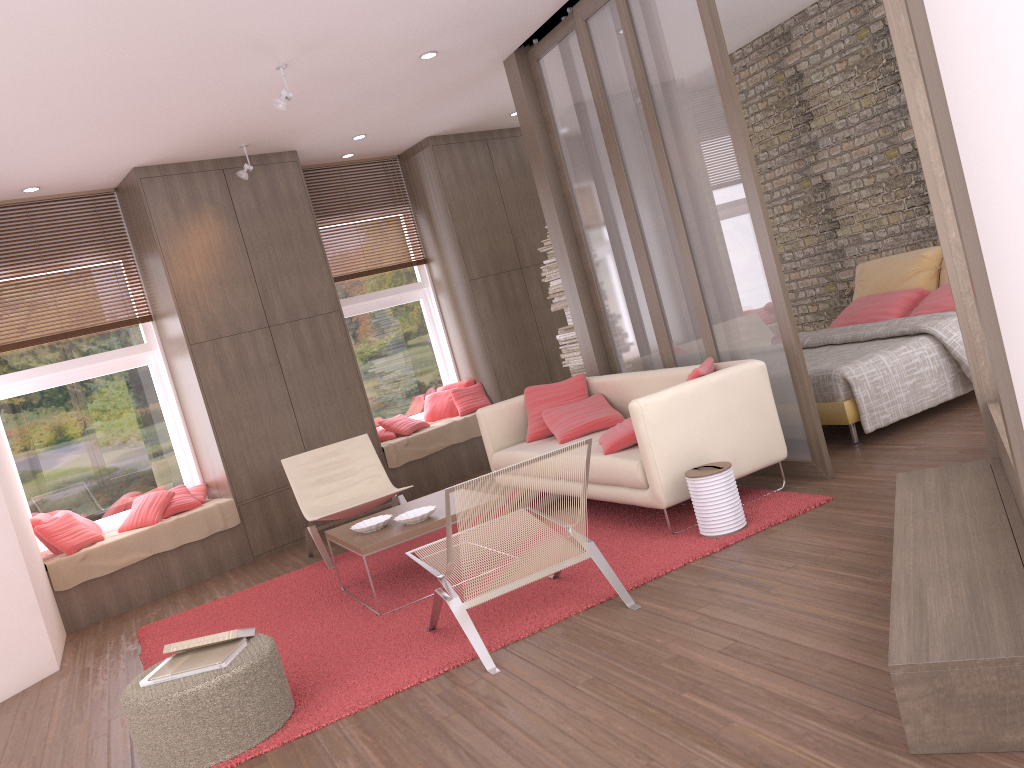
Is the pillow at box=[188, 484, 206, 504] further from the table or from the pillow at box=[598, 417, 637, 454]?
the pillow at box=[598, 417, 637, 454]

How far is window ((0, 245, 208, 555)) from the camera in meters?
6.9 m

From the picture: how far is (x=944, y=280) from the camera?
6.88m

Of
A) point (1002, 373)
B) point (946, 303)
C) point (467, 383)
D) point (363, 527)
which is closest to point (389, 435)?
point (467, 383)

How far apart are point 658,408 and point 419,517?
1.41m

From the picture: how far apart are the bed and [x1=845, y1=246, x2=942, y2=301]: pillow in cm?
90

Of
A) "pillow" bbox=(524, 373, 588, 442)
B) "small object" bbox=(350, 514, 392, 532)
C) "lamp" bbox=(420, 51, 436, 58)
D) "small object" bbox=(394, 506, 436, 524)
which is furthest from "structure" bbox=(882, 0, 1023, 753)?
"lamp" bbox=(420, 51, 436, 58)

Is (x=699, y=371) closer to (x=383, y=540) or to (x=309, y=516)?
(x=383, y=540)

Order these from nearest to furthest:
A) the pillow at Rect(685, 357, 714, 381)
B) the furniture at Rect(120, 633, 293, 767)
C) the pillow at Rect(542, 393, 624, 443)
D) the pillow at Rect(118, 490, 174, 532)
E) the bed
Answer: the furniture at Rect(120, 633, 293, 767)
the pillow at Rect(685, 357, 714, 381)
the bed
the pillow at Rect(542, 393, 624, 443)
the pillow at Rect(118, 490, 174, 532)

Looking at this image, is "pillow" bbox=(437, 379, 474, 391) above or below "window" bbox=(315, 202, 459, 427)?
below
